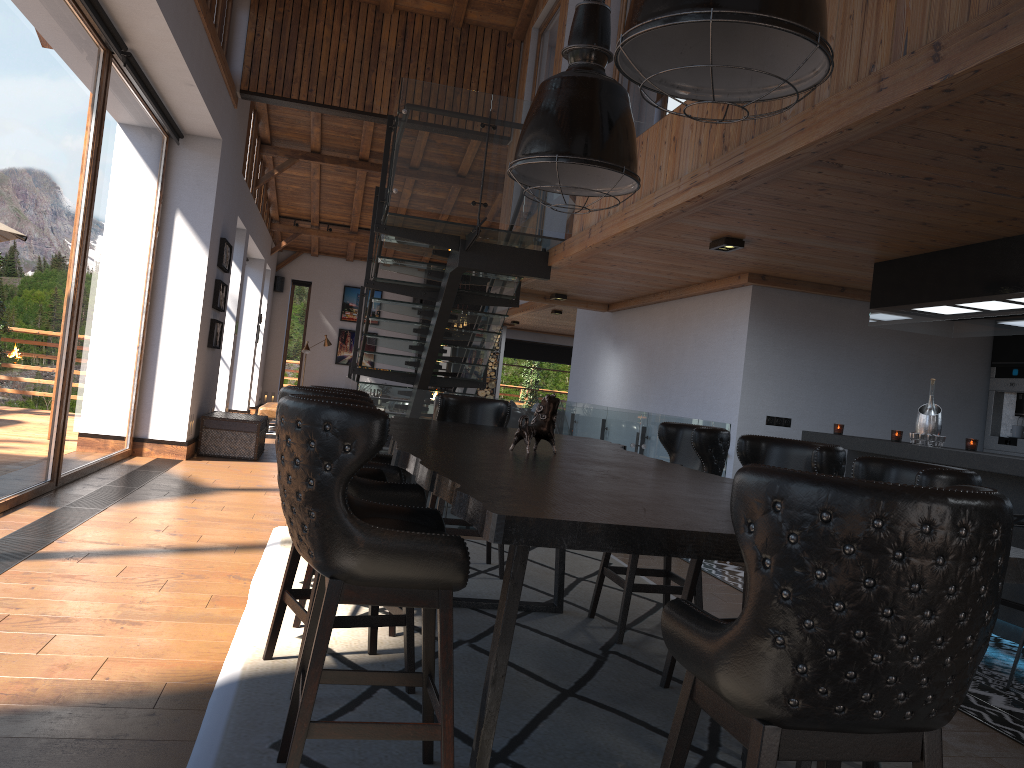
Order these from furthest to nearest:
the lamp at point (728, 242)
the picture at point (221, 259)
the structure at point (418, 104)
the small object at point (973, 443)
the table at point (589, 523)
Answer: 1. the picture at point (221, 259)
2. the structure at point (418, 104)
3. the lamp at point (728, 242)
4. the small object at point (973, 443)
5. the table at point (589, 523)

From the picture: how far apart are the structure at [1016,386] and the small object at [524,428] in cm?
584

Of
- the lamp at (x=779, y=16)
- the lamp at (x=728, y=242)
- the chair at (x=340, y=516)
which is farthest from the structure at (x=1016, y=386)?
the chair at (x=340, y=516)

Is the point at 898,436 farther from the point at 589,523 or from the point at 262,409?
the point at 262,409

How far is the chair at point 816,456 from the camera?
3.41m

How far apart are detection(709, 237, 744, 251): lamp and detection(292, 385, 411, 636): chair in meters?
3.0 m

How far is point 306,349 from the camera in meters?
18.4 m

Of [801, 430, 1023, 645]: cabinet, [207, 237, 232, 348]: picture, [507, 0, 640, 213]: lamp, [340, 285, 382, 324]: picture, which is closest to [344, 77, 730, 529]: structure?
[801, 430, 1023, 645]: cabinet

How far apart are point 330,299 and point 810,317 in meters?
14.3

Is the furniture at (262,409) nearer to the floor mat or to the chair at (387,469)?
the floor mat
